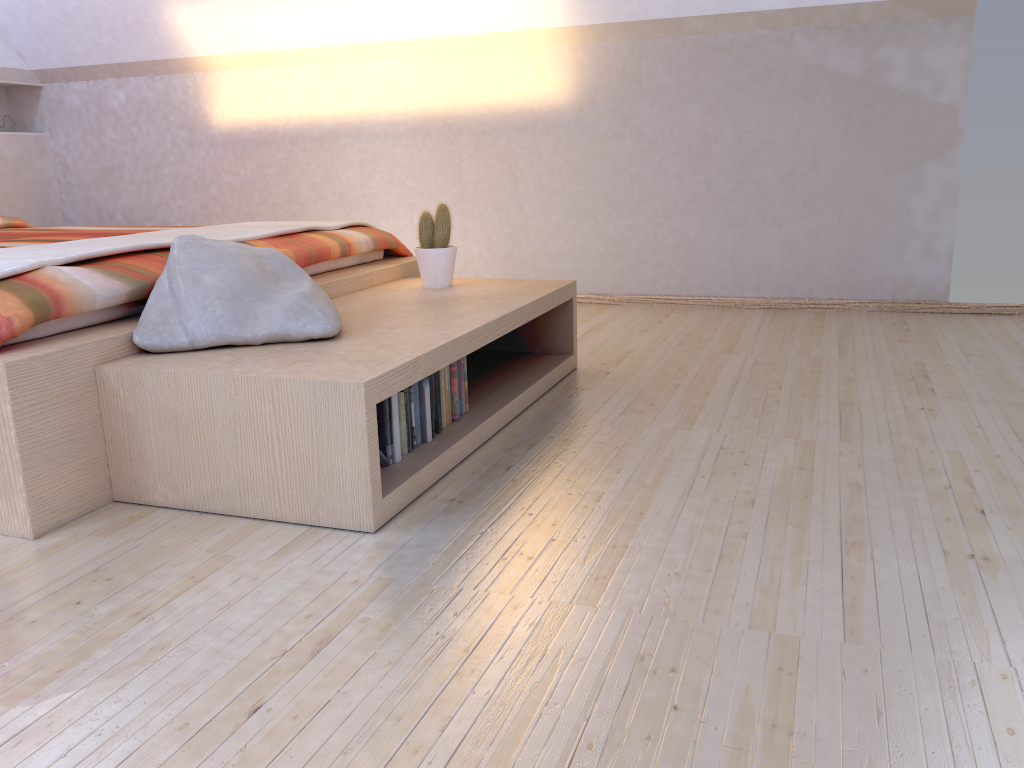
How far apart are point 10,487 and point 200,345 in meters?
0.5 m

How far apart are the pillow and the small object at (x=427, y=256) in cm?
64

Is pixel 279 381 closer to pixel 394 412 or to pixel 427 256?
pixel 394 412

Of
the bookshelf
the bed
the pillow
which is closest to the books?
the bookshelf

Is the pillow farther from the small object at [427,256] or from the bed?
the small object at [427,256]

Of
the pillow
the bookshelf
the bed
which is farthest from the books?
the bed

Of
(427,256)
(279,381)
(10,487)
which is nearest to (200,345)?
(279,381)

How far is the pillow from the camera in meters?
2.0 m

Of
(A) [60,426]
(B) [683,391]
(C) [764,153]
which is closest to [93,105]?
(C) [764,153]

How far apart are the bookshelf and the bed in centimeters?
1cm
